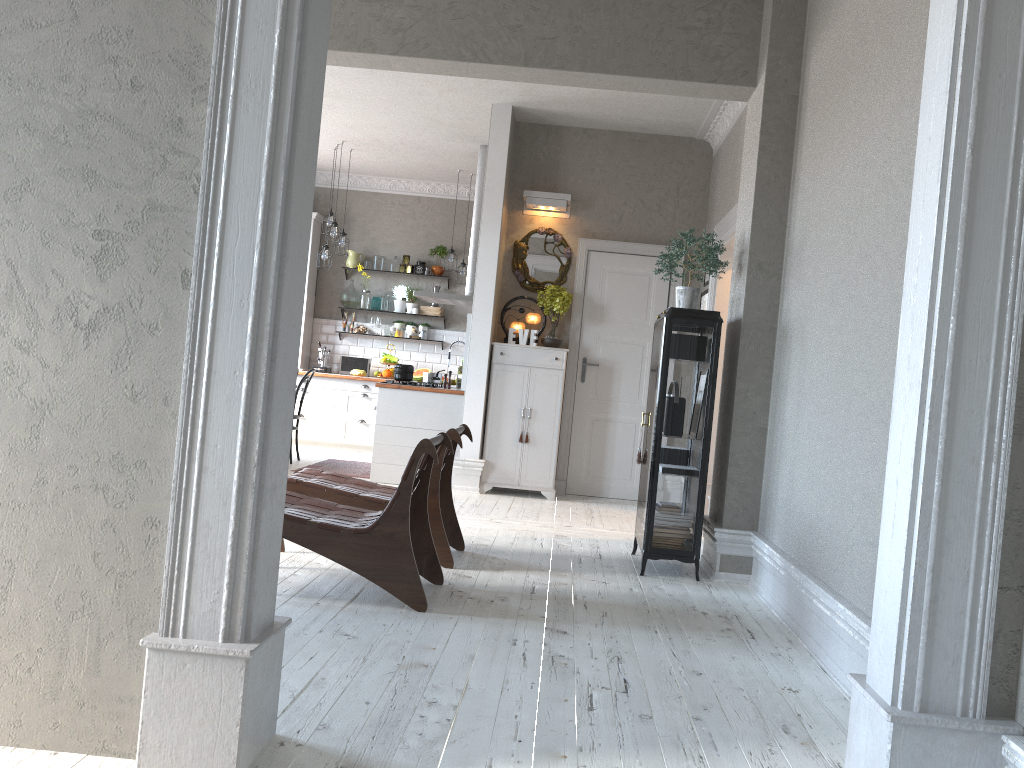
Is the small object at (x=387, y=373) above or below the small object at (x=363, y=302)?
below

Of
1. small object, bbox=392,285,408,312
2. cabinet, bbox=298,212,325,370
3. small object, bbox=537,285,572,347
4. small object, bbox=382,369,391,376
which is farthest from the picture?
cabinet, bbox=298,212,325,370

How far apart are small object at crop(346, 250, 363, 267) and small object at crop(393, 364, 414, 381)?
3.44m

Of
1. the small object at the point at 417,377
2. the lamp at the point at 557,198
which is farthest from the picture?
the small object at the point at 417,377

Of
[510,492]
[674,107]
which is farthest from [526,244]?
[510,492]

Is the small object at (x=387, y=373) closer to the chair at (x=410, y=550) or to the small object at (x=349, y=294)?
the small object at (x=349, y=294)

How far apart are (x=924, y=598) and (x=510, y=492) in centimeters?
585cm

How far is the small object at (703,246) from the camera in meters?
4.9 m

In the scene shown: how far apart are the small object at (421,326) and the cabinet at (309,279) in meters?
1.4

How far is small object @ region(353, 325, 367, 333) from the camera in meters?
10.9 m
